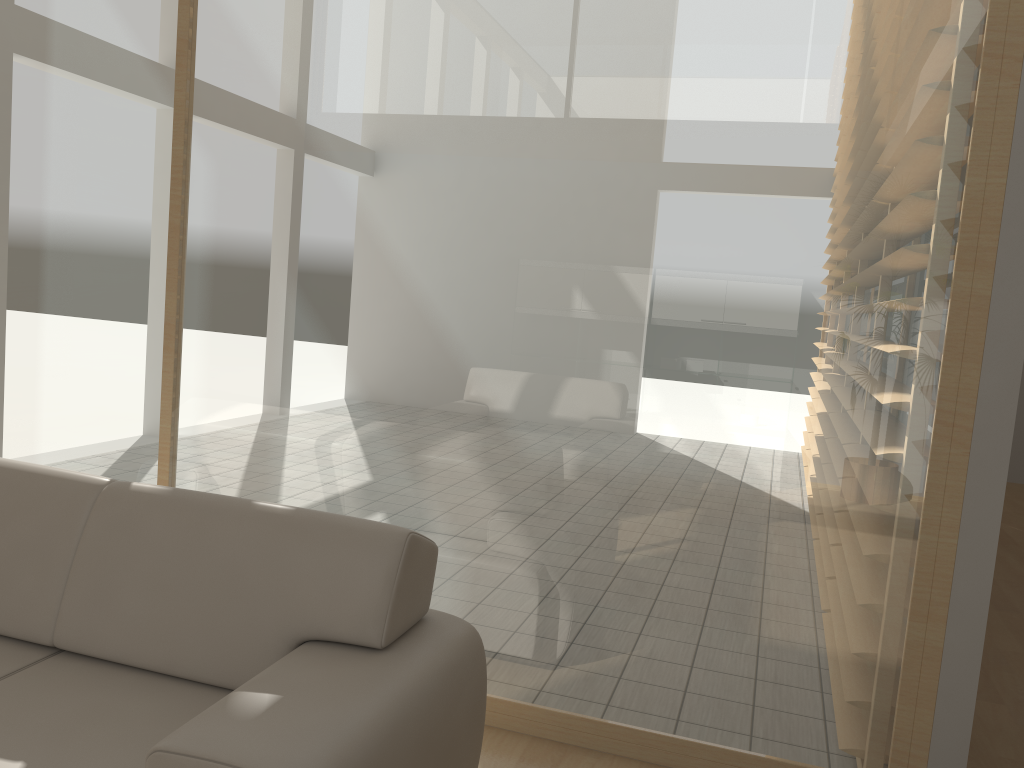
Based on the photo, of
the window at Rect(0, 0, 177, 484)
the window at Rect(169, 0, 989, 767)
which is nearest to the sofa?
the window at Rect(169, 0, 989, 767)

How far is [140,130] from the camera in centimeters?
322cm

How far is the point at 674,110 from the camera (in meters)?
2.64

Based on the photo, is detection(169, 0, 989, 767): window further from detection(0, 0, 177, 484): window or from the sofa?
the sofa

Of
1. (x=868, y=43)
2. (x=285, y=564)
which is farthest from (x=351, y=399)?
(x=868, y=43)

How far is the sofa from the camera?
1.8 meters

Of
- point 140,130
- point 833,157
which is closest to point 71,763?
point 140,130

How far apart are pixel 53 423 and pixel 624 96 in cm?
247

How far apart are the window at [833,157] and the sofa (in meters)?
0.57

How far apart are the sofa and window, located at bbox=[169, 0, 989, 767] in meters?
0.6 m
